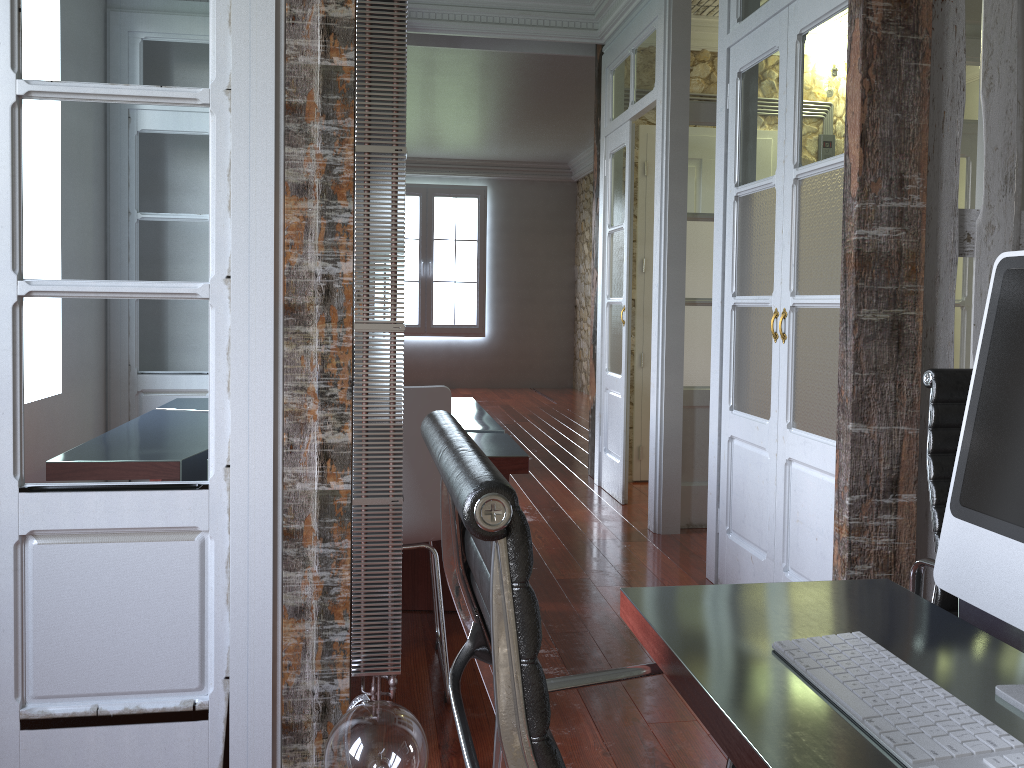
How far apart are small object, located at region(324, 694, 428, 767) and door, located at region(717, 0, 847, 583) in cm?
150

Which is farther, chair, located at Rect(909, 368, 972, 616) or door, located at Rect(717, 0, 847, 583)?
door, located at Rect(717, 0, 847, 583)

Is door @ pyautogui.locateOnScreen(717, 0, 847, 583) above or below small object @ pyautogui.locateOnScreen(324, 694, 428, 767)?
above

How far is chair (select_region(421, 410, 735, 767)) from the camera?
0.62m

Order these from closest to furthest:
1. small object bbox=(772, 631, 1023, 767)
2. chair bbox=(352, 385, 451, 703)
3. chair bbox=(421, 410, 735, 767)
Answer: chair bbox=(421, 410, 735, 767), small object bbox=(772, 631, 1023, 767), chair bbox=(352, 385, 451, 703)

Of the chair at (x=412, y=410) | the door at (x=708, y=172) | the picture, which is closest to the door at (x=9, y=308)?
the chair at (x=412, y=410)

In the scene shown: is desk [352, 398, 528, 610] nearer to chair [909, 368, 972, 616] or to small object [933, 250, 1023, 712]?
chair [909, 368, 972, 616]

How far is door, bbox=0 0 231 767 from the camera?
1.9 meters

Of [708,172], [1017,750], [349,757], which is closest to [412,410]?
[349,757]

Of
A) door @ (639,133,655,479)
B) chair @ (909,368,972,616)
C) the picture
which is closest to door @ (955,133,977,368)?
door @ (639,133,655,479)
